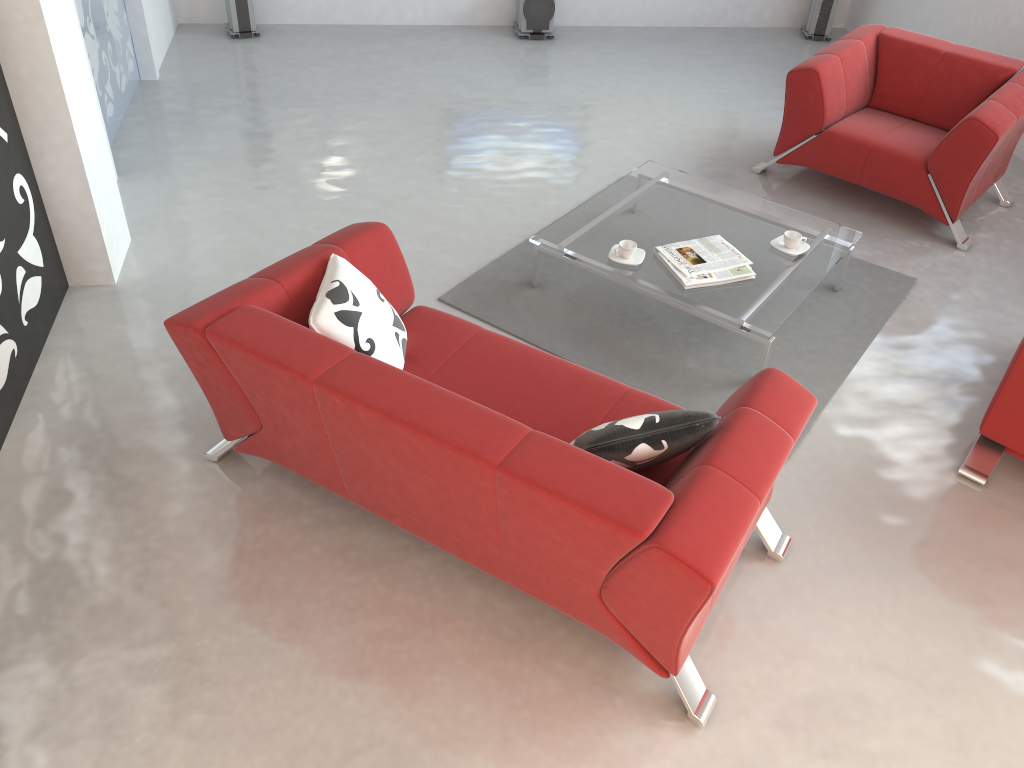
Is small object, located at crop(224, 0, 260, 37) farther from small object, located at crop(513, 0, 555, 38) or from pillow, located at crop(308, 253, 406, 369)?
pillow, located at crop(308, 253, 406, 369)

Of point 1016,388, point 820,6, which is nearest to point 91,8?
point 1016,388

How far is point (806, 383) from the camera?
3.7 meters

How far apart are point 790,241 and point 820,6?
4.2 meters

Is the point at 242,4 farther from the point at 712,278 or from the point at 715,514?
the point at 715,514

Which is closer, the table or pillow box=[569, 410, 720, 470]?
pillow box=[569, 410, 720, 470]

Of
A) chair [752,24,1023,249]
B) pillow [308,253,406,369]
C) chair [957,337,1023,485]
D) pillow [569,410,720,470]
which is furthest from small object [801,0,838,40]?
pillow [569,410,720,470]

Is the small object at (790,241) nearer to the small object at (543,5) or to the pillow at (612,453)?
the pillow at (612,453)

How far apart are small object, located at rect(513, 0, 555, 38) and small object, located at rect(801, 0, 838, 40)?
2.2m

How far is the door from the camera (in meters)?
4.89
